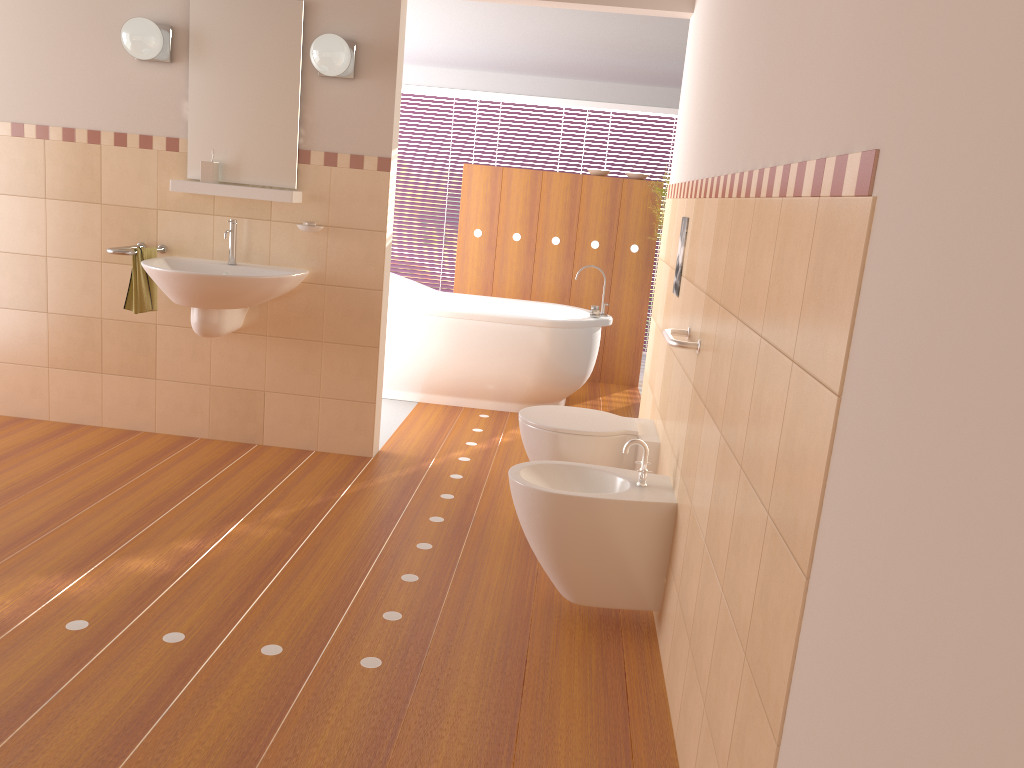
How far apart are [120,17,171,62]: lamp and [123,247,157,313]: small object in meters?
0.8

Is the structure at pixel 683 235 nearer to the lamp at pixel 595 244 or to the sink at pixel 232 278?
the sink at pixel 232 278

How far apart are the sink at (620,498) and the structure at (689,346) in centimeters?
34cm

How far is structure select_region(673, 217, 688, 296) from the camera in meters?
3.1 m

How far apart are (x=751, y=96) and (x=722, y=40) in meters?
0.7

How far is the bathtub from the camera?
5.2 meters

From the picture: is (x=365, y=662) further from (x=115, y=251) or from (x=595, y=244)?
(x=595, y=244)

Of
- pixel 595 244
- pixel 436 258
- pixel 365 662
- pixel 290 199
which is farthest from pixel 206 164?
pixel 436 258

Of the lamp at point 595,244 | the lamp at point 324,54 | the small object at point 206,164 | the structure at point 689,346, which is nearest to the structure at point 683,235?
the structure at point 689,346

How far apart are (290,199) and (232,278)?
0.50m
